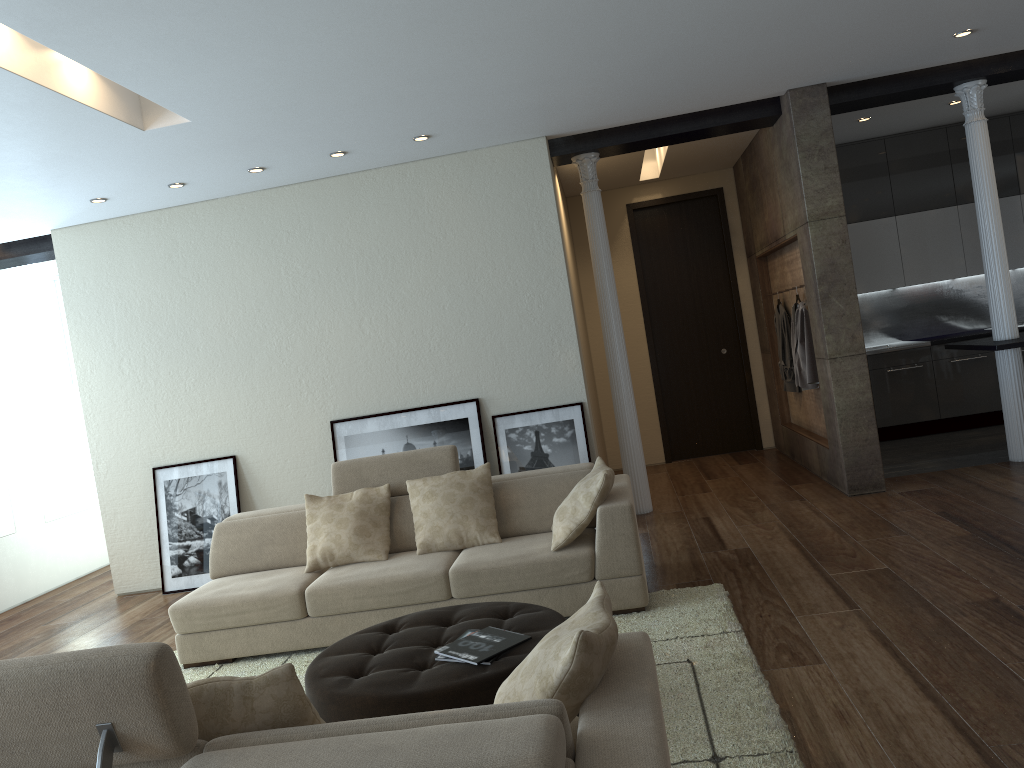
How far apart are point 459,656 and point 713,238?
7.2m

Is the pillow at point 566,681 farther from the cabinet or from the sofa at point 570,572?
the cabinet

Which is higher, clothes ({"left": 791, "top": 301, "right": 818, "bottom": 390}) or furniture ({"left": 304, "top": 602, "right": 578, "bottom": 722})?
clothes ({"left": 791, "top": 301, "right": 818, "bottom": 390})

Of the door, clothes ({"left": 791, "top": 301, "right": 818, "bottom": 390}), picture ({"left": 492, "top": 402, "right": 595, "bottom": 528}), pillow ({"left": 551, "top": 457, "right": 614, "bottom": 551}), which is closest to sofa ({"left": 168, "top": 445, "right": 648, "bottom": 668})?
pillow ({"left": 551, "top": 457, "right": 614, "bottom": 551})

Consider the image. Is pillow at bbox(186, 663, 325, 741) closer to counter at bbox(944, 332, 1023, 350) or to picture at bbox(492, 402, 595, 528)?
picture at bbox(492, 402, 595, 528)

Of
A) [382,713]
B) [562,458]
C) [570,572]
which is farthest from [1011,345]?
[382,713]

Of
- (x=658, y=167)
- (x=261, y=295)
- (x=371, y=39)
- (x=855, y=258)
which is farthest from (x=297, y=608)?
(x=855, y=258)

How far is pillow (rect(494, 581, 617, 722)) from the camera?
2.0m

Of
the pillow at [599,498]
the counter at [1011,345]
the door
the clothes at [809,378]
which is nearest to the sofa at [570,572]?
the pillow at [599,498]

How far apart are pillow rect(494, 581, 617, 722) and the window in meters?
7.6 m
